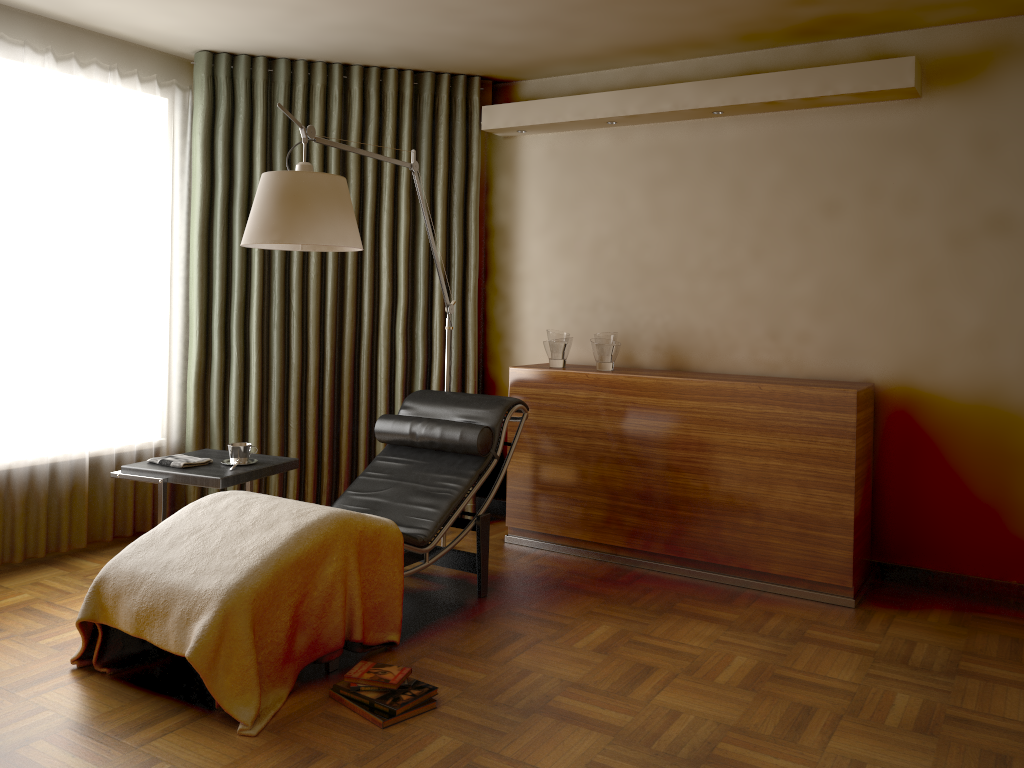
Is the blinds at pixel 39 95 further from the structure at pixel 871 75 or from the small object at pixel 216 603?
the structure at pixel 871 75

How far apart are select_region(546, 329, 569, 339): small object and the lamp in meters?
0.5 m

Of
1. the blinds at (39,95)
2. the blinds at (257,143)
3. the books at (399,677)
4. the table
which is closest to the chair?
the books at (399,677)

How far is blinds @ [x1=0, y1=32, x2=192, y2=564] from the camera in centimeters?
384cm

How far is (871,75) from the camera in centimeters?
371cm

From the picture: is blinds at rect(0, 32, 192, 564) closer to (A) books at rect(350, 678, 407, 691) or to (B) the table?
(B) the table

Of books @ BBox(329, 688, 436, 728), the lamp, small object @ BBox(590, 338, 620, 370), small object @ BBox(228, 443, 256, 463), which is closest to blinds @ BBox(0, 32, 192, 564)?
small object @ BBox(228, 443, 256, 463)

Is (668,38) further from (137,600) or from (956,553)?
(137,600)

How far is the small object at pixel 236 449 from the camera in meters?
3.7

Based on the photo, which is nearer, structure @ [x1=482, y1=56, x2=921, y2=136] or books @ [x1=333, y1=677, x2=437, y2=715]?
books @ [x1=333, y1=677, x2=437, y2=715]
